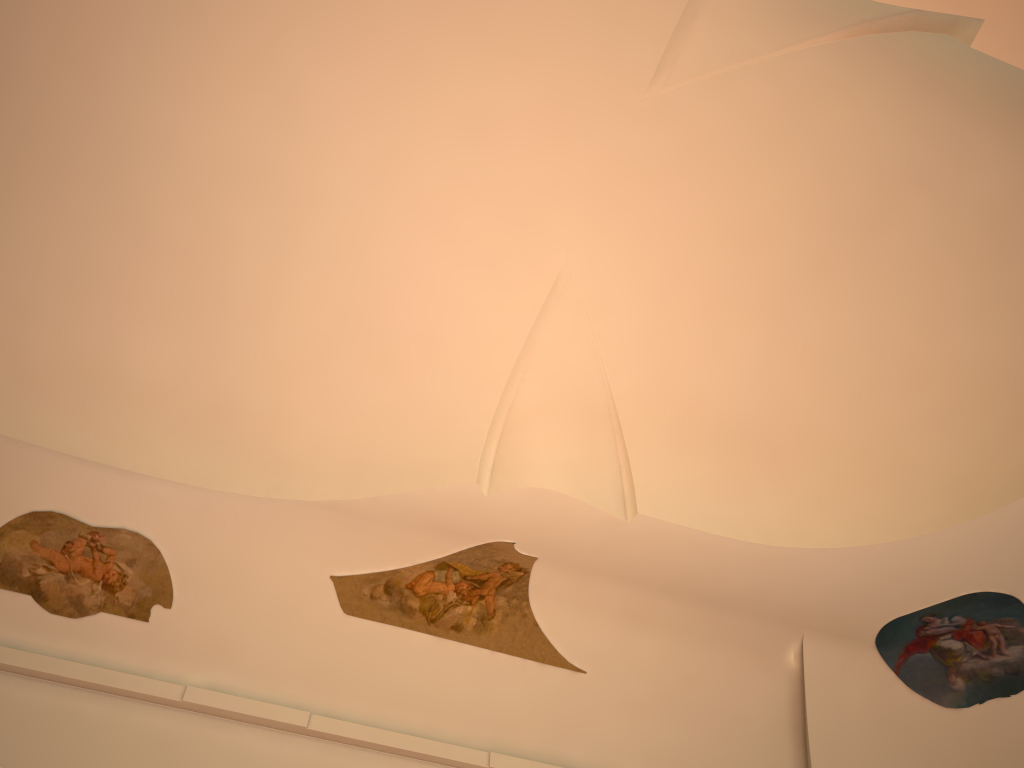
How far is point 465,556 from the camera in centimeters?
860cm
